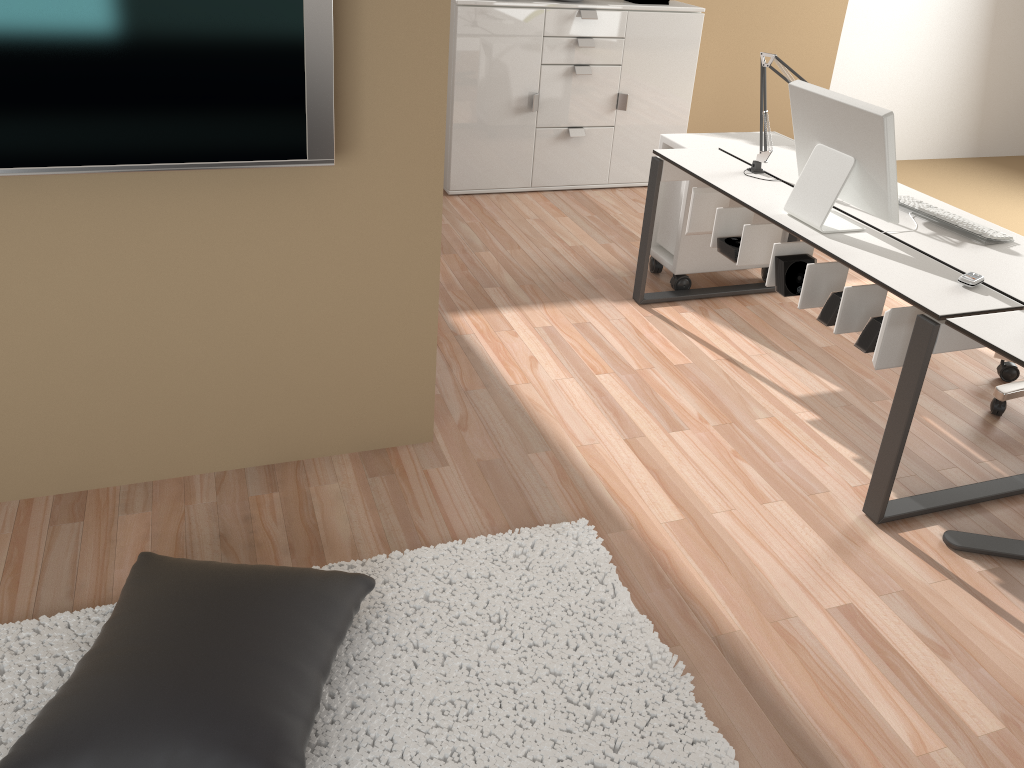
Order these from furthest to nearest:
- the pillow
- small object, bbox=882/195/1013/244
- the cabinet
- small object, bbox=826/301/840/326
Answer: the cabinet < small object, bbox=882/195/1013/244 < small object, bbox=826/301/840/326 < the pillow

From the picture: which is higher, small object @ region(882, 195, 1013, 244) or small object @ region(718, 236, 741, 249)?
small object @ region(882, 195, 1013, 244)

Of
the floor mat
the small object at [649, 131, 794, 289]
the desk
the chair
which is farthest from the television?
the chair

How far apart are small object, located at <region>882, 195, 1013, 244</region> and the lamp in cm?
51

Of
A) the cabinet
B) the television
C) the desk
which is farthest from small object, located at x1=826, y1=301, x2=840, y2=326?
the cabinet

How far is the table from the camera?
2.2 meters

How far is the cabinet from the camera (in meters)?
4.69

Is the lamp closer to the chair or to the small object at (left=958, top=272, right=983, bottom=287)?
the small object at (left=958, top=272, right=983, bottom=287)

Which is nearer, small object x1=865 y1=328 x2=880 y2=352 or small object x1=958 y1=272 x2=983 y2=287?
small object x1=958 y1=272 x2=983 y2=287

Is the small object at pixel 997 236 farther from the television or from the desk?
the television
